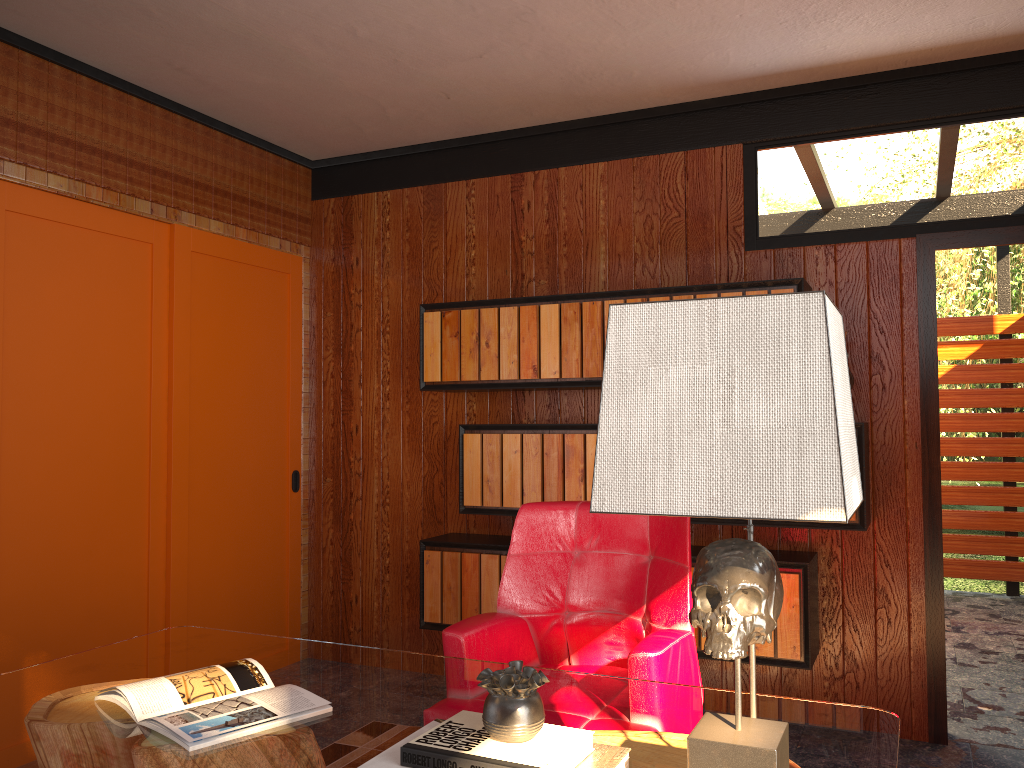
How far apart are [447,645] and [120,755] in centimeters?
97cm

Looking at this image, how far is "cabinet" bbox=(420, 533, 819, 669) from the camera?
3.26m

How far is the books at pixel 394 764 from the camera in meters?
1.4

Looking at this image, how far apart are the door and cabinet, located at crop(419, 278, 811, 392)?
0.4m

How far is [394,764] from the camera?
1.39m

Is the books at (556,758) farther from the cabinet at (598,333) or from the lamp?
the cabinet at (598,333)

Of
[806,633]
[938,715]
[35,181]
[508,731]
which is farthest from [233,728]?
[938,715]

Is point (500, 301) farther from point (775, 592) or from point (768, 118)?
point (775, 592)

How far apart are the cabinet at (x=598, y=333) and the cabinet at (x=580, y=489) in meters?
0.2

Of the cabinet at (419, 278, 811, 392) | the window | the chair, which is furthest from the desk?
the cabinet at (419, 278, 811, 392)
